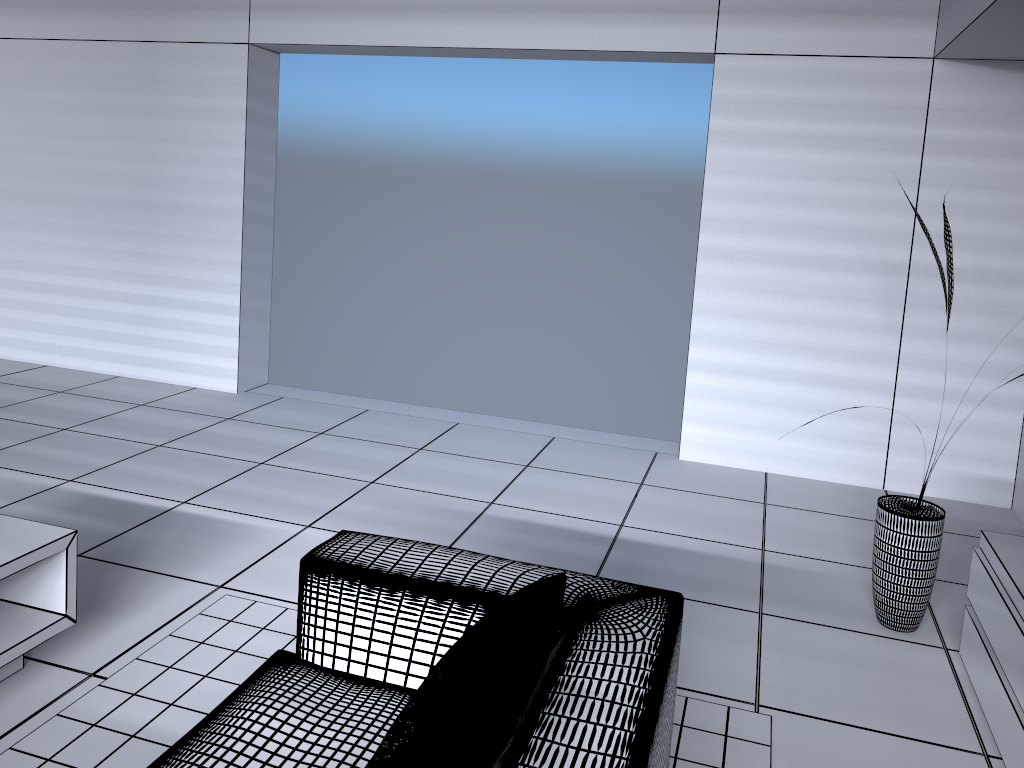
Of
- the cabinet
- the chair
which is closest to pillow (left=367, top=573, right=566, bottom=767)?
the chair

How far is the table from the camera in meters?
2.4 m

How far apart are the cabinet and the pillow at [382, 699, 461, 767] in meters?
1.7

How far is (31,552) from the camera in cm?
242

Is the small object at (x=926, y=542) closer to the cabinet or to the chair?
the cabinet

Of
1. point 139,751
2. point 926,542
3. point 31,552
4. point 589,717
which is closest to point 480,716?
point 589,717

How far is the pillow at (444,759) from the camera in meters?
1.3 m

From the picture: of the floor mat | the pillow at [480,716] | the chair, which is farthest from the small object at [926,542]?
the pillow at [480,716]

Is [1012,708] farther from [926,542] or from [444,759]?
[444,759]

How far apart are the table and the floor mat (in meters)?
0.20
